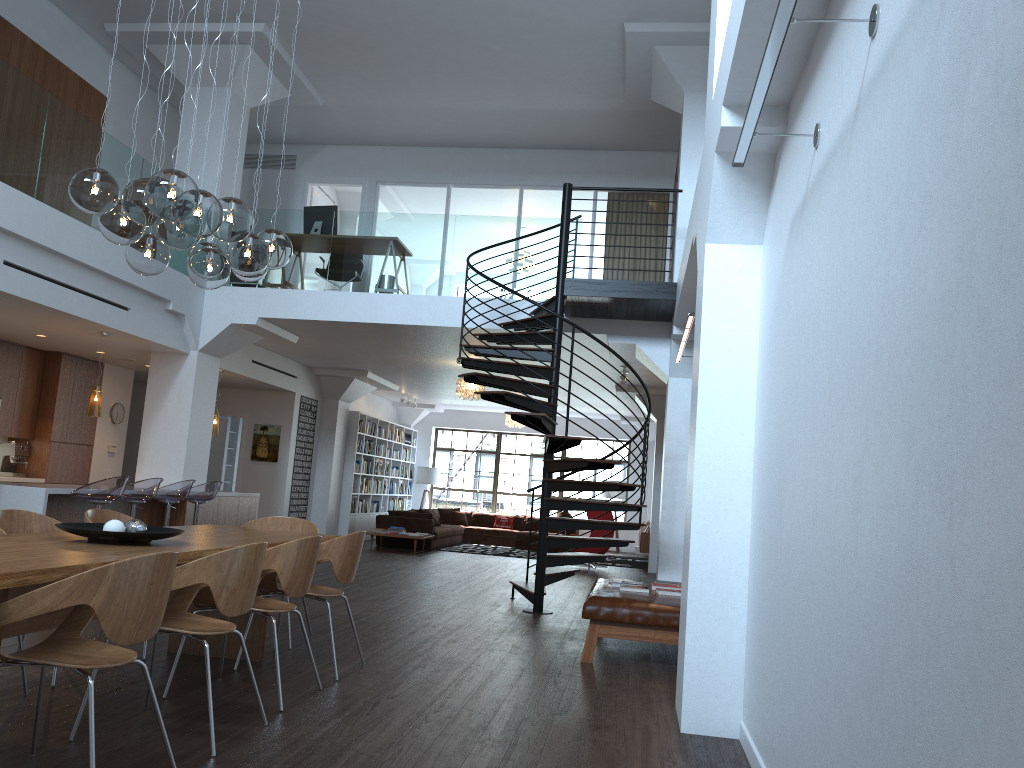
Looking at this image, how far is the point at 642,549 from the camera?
15.4 meters

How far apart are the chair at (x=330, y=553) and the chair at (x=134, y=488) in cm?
391

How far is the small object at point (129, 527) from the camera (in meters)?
4.30

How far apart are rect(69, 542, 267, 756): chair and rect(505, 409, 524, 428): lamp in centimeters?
1385cm

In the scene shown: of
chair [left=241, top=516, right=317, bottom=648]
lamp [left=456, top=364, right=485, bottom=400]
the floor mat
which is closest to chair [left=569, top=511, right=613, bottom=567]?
the floor mat

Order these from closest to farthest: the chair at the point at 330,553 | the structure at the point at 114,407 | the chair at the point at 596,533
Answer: the chair at the point at 330,553 → the structure at the point at 114,407 → the chair at the point at 596,533

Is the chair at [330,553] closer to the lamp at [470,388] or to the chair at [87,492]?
the chair at [87,492]

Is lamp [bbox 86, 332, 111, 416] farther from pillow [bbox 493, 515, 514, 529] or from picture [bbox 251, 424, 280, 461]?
pillow [bbox 493, 515, 514, 529]

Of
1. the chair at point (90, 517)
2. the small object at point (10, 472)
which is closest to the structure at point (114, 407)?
the small object at point (10, 472)

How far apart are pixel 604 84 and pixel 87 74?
6.4m
